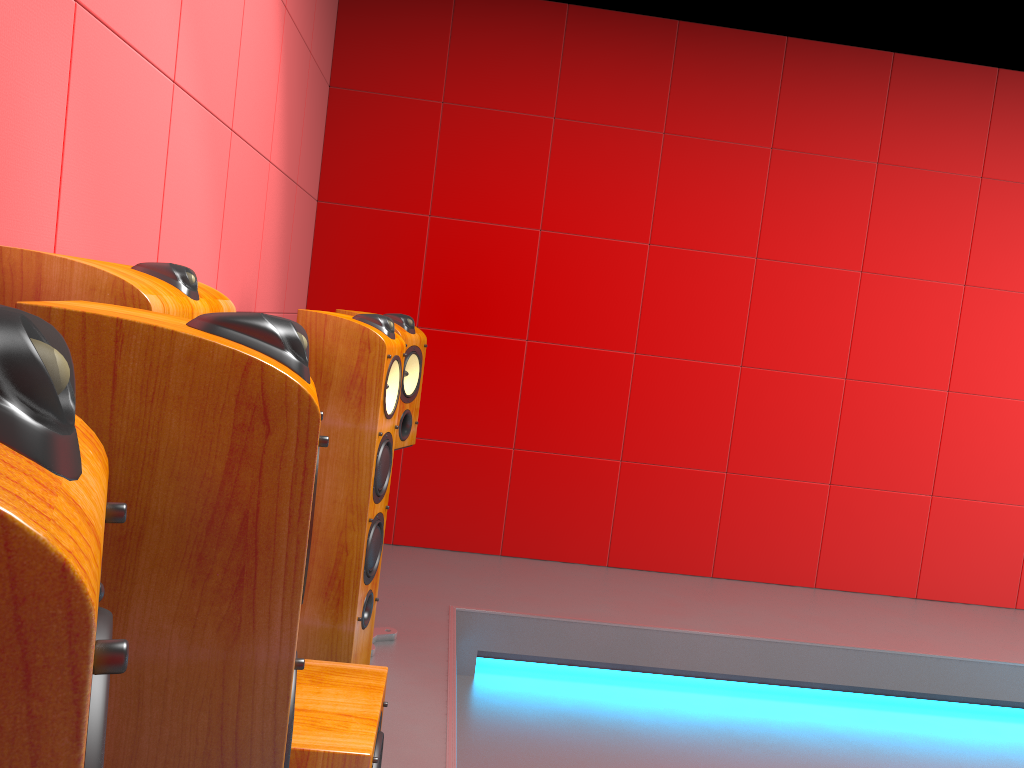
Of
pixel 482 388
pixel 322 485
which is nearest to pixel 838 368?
pixel 482 388

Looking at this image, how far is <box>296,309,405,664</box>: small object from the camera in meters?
2.1

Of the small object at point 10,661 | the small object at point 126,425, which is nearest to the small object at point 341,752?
the small object at point 126,425

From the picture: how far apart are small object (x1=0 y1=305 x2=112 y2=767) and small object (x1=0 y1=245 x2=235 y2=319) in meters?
0.9 m

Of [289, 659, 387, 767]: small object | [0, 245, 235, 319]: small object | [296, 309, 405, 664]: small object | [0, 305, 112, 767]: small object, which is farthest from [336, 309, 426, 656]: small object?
[0, 305, 112, 767]: small object

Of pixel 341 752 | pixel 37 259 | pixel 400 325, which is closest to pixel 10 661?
pixel 37 259

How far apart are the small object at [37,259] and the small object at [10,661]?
0.9m

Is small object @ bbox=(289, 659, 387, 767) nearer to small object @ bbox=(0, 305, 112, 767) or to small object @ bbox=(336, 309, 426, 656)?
small object @ bbox=(336, 309, 426, 656)

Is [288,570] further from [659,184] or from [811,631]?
[659,184]

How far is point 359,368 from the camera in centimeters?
214cm
